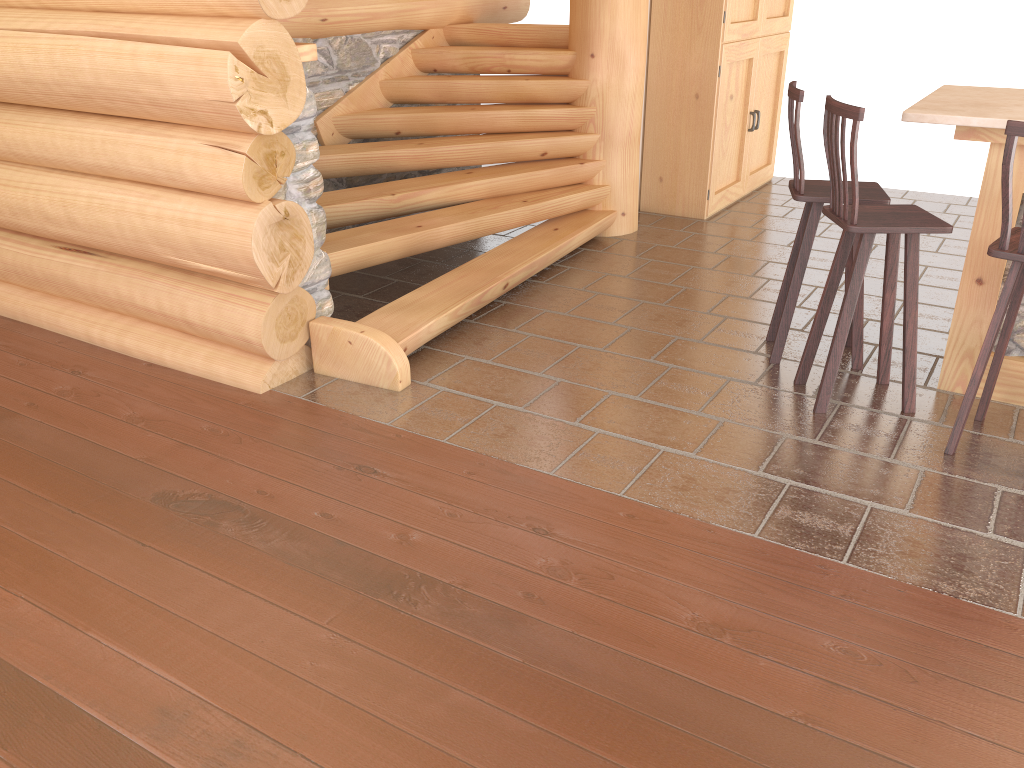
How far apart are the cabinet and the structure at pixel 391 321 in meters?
0.8 m

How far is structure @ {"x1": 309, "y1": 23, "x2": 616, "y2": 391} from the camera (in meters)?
4.48

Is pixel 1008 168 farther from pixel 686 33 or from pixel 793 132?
pixel 686 33

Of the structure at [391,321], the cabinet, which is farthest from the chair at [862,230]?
the cabinet

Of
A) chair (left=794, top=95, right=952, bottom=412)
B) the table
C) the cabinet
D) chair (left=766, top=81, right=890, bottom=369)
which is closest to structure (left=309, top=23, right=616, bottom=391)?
the cabinet

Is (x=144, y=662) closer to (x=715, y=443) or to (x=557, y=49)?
(x=715, y=443)

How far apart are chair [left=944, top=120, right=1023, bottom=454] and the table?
0.3m

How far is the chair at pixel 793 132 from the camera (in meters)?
4.08

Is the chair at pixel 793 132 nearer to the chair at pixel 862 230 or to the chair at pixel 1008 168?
the chair at pixel 862 230

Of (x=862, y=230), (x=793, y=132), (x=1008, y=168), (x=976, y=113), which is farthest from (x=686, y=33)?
(x=1008, y=168)
